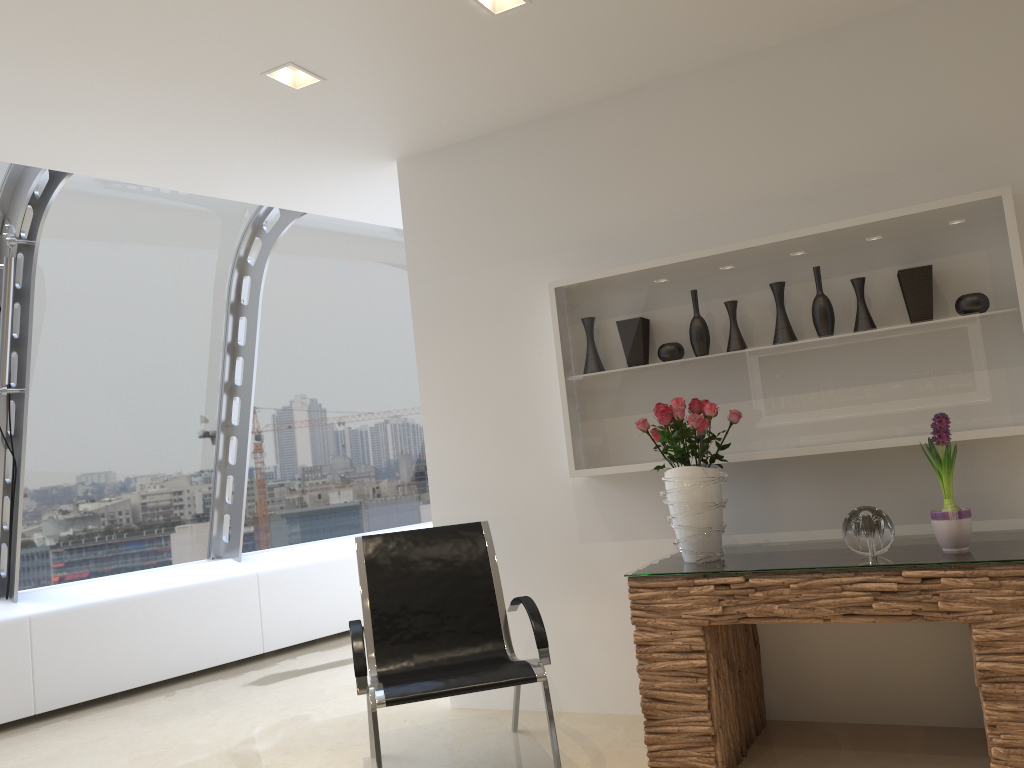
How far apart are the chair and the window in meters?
2.5 m

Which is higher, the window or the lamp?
the lamp

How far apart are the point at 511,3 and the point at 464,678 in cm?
251

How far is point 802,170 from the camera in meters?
3.8 m

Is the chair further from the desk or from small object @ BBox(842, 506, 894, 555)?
small object @ BBox(842, 506, 894, 555)

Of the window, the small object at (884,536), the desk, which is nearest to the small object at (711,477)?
the desk

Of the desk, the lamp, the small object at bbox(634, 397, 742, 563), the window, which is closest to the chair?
the desk

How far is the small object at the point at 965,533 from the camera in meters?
3.0

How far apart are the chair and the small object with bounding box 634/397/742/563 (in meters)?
0.63

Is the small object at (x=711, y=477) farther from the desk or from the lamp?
the lamp
